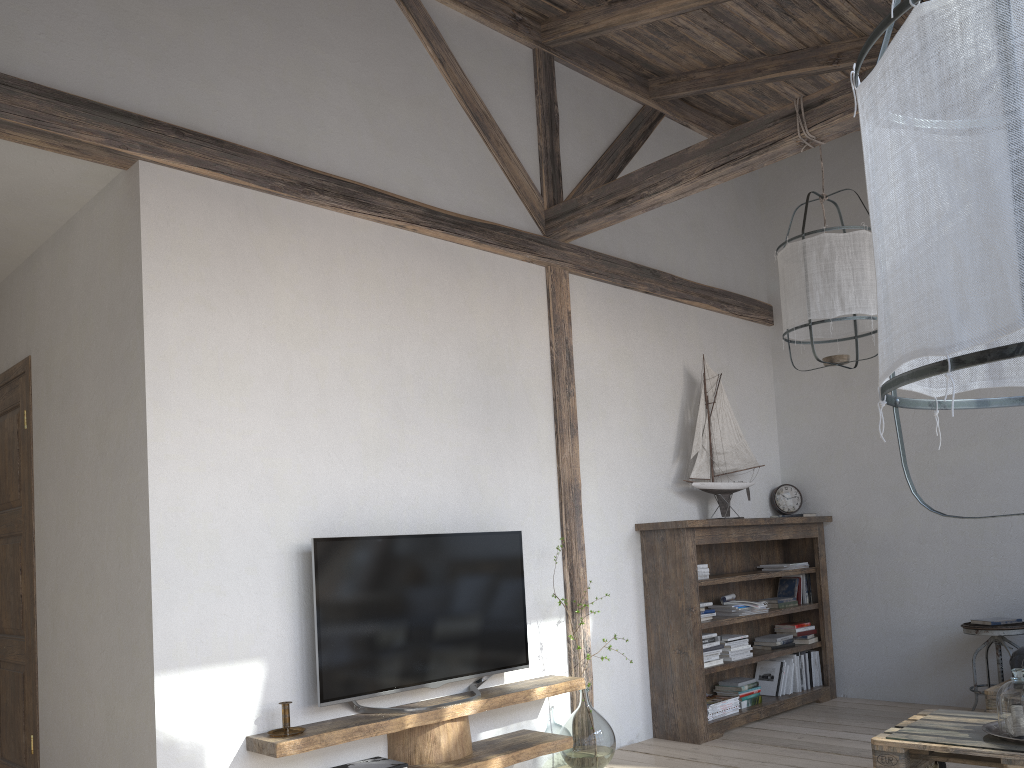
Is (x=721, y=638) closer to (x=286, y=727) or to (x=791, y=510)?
(x=791, y=510)

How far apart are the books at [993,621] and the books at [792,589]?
1.1m

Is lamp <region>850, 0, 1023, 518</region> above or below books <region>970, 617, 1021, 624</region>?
above

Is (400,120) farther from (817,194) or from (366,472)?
(817,194)

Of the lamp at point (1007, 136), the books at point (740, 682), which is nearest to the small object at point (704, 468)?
the books at point (740, 682)

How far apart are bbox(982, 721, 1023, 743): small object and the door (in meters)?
3.79

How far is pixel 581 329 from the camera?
4.74m

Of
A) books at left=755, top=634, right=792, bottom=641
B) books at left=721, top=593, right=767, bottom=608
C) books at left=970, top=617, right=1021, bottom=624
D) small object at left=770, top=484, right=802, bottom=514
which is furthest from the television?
books at left=970, top=617, right=1021, bottom=624

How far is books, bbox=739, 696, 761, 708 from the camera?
4.9 meters

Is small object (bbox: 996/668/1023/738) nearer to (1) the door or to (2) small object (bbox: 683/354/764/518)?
(2) small object (bbox: 683/354/764/518)
